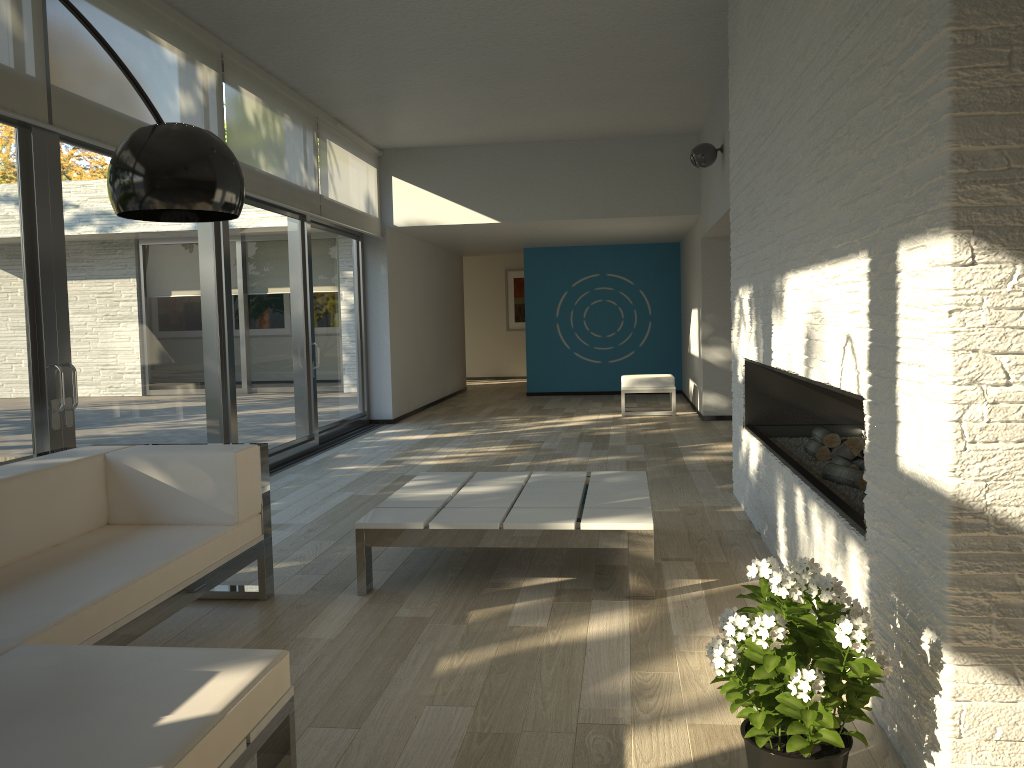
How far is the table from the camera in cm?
355

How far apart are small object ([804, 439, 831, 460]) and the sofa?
2.52m

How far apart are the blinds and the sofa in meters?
1.6

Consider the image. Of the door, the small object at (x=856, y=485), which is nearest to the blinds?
the door

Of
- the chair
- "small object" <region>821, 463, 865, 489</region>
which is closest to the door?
the chair

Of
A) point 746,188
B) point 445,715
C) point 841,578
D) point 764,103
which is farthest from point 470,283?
point 445,715

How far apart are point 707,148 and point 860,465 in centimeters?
410cm

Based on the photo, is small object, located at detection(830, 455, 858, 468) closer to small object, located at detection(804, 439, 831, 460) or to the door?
small object, located at detection(804, 439, 831, 460)

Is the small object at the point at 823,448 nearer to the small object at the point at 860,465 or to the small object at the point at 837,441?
the small object at the point at 837,441

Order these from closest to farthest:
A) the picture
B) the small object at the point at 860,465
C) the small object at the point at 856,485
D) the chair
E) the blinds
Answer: the small object at the point at 856,485 < the small object at the point at 860,465 < the blinds < the chair < the picture
